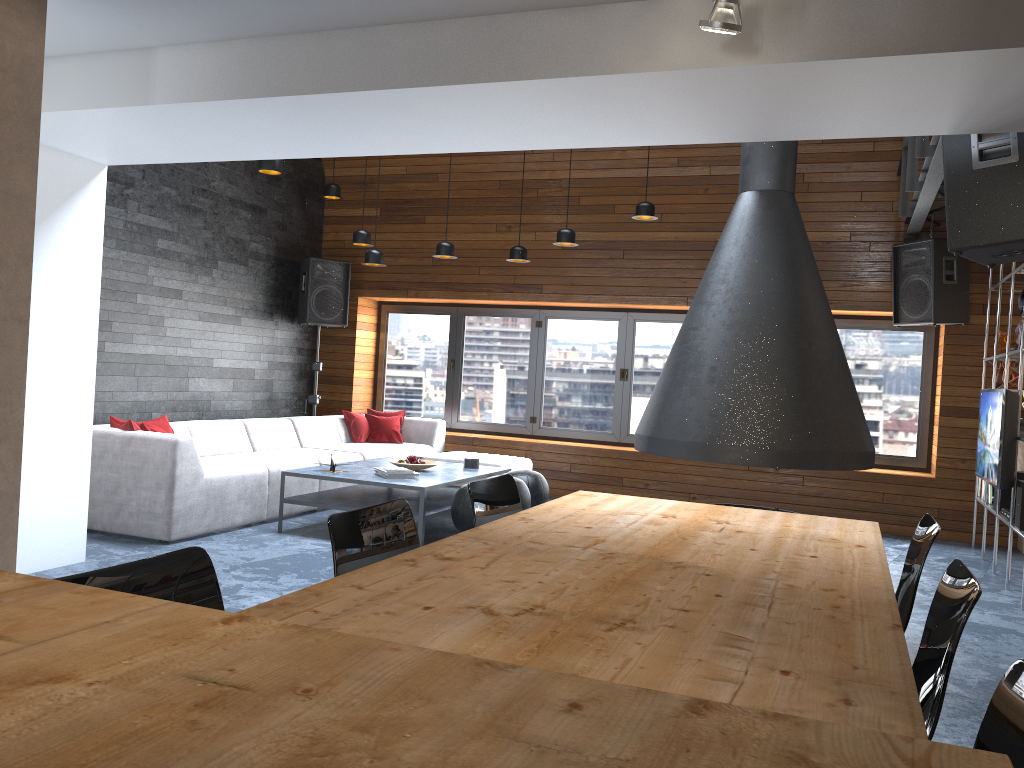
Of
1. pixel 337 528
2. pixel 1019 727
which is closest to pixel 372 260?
pixel 337 528

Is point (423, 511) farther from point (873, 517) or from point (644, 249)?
point (873, 517)

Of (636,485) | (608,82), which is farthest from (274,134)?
(636,485)

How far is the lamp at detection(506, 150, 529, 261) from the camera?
7.6 meters

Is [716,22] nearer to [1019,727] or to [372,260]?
[1019,727]

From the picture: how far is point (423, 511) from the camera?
5.82m

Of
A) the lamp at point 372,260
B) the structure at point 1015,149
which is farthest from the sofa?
the structure at point 1015,149

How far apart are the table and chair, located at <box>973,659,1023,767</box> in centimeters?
10cm

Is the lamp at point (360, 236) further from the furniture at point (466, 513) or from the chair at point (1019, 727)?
the chair at point (1019, 727)

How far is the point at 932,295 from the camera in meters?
7.1
